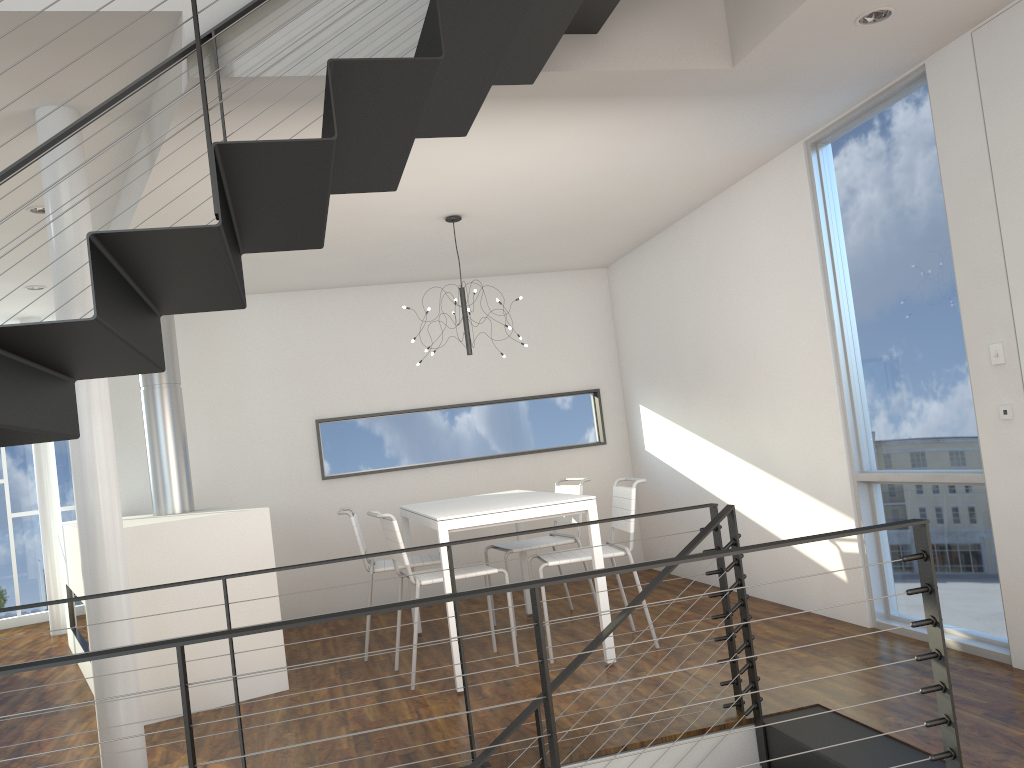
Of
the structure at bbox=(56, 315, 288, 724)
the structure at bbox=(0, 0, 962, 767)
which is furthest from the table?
the structure at bbox=(0, 0, 962, 767)

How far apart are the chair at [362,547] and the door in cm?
284

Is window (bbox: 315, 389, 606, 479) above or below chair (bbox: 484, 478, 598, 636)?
above

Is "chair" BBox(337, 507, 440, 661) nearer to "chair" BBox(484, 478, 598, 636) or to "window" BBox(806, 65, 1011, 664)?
"chair" BBox(484, 478, 598, 636)

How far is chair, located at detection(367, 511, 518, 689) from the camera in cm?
385

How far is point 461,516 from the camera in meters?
3.7

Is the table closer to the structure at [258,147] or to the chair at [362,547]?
the chair at [362,547]

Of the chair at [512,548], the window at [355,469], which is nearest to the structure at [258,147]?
the chair at [512,548]

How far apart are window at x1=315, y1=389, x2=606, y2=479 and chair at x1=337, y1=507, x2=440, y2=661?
1.11m

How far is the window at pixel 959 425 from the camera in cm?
334
